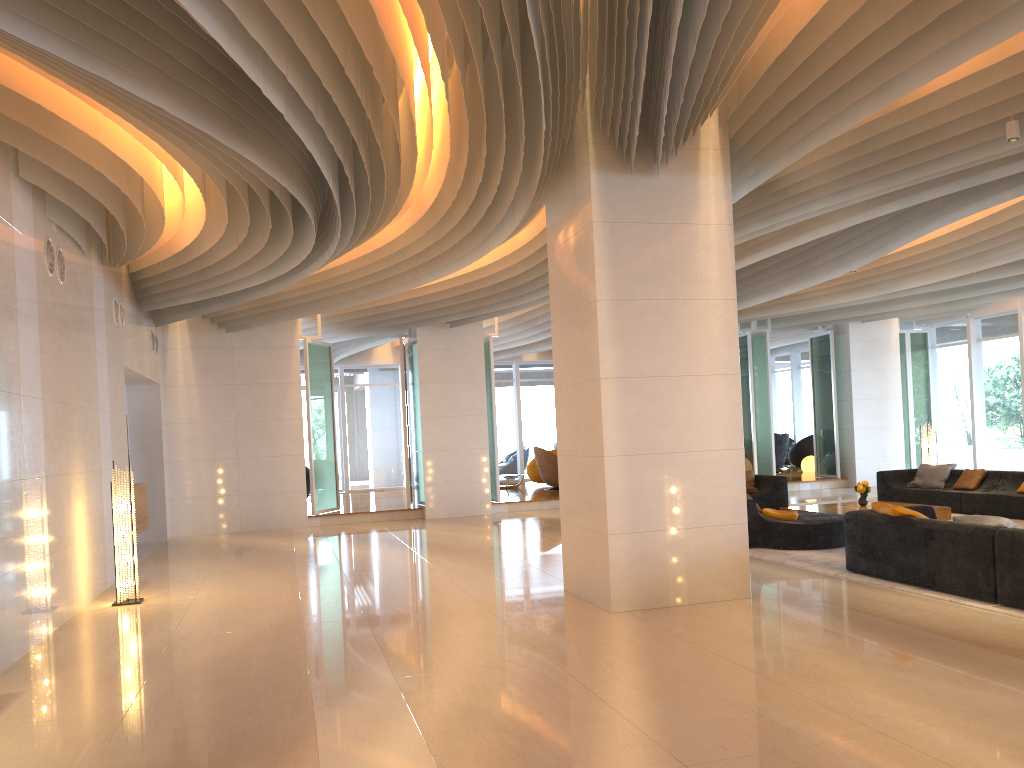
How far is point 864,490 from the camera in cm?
1238

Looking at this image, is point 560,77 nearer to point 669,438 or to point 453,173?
point 453,173

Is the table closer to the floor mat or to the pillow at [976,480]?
the floor mat

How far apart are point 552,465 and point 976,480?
8.9 meters

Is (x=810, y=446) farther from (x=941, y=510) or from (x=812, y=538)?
(x=812, y=538)

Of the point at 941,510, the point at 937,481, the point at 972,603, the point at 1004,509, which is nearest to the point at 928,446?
the point at 937,481

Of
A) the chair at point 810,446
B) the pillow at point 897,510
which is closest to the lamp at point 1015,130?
the pillow at point 897,510

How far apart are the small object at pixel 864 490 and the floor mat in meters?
1.9

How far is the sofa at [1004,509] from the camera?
11.98m

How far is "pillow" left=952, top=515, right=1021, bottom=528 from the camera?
6.8m
